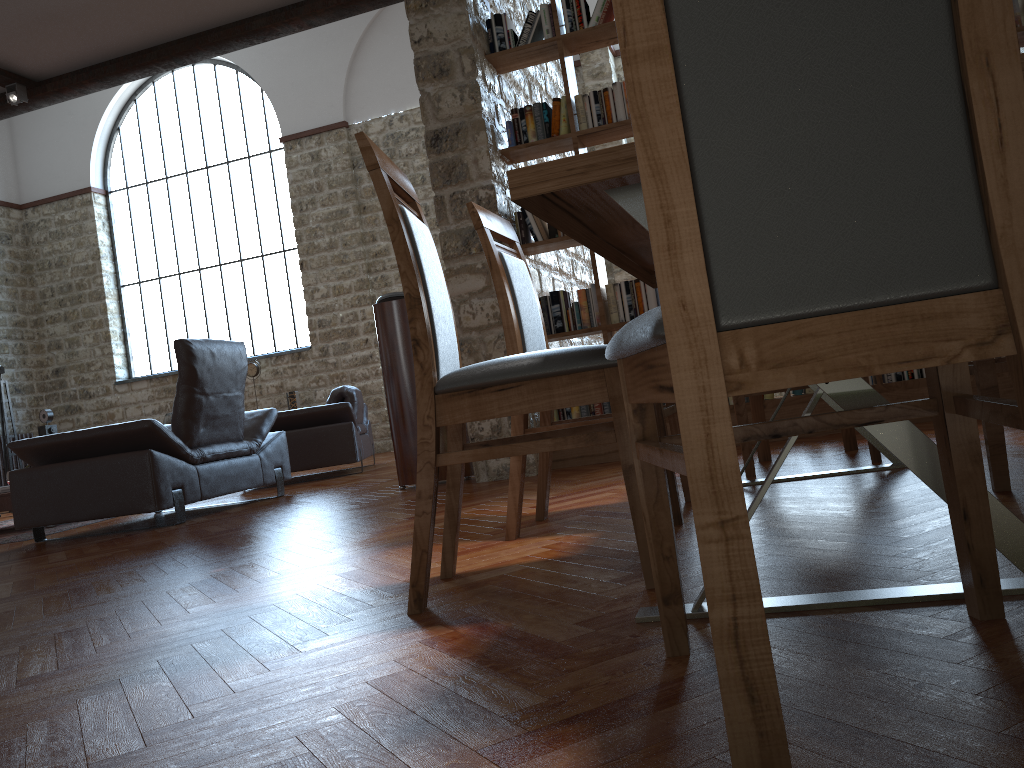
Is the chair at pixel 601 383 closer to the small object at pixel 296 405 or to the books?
the books

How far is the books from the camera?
4.7 meters

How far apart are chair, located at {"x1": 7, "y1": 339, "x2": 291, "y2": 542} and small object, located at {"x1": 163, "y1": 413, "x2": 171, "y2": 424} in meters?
6.2 m

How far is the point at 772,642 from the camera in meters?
1.3 m

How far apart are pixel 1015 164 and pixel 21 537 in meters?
6.2

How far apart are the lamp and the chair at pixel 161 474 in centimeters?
429cm

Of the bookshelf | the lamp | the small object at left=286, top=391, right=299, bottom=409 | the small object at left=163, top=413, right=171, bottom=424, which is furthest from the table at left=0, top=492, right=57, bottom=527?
the small object at left=163, top=413, right=171, bottom=424

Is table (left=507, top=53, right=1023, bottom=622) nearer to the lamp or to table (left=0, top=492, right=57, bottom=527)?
table (left=0, top=492, right=57, bottom=527)

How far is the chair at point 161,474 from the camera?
4.8m

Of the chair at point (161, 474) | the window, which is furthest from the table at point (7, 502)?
the window
